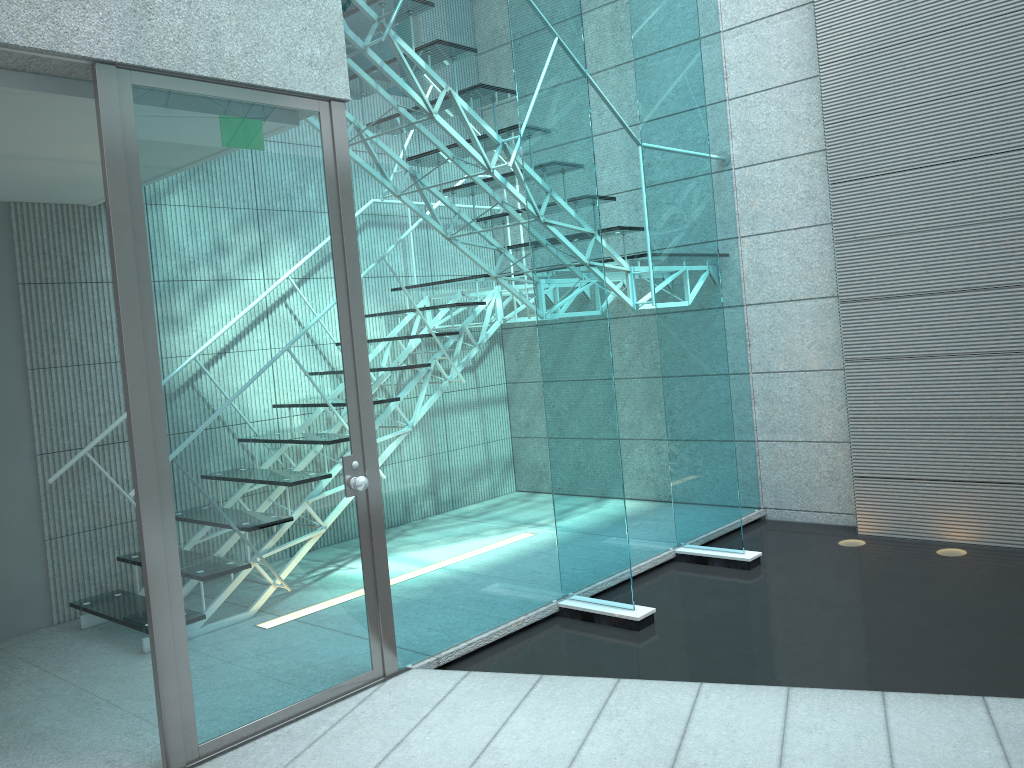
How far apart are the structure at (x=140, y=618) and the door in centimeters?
110cm

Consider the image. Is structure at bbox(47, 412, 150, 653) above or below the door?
below

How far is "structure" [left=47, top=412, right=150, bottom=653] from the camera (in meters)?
3.80

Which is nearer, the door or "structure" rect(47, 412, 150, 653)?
the door

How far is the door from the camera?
2.6m

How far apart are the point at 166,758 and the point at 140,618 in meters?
1.4

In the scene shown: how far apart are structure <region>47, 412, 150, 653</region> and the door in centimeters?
110cm

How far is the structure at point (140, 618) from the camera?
3.8 meters
